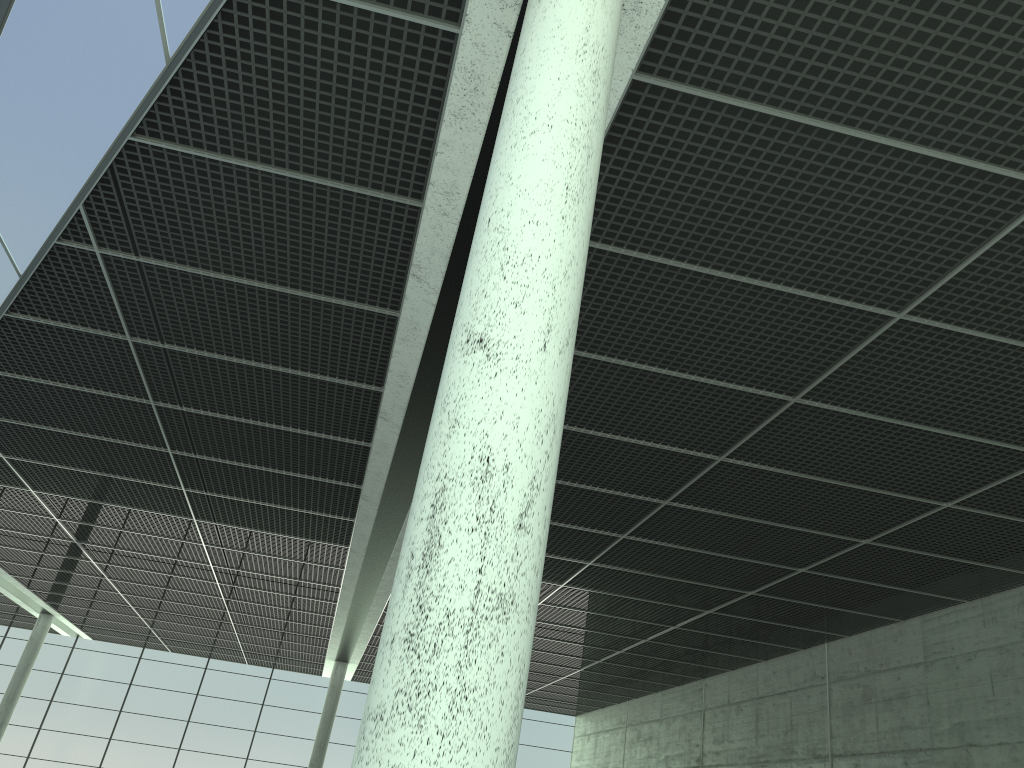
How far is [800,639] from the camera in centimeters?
4878cm

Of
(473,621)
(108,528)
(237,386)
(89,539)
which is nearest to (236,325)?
(237,386)
